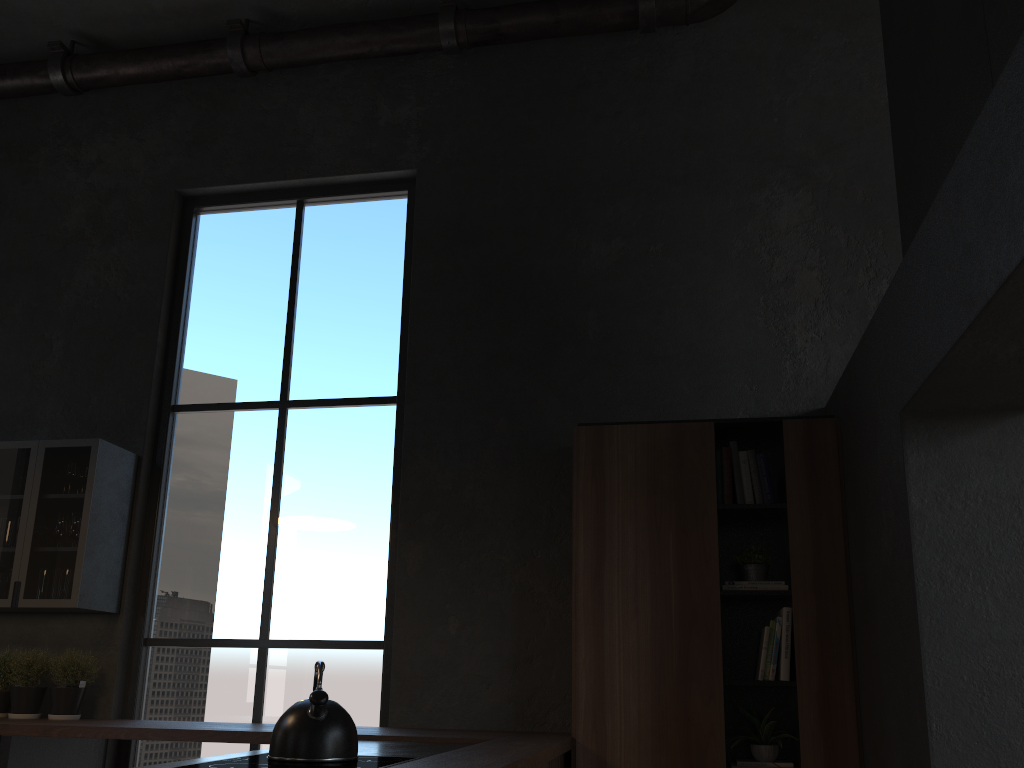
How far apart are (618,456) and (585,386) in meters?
0.6 m

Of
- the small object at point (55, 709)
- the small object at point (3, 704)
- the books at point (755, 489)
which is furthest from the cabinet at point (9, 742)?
the books at point (755, 489)

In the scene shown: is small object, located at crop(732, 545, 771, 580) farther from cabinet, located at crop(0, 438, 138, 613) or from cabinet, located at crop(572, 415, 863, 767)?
cabinet, located at crop(0, 438, 138, 613)

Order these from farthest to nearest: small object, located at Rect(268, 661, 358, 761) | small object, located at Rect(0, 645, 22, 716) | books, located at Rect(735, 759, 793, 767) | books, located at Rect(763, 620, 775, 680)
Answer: small object, located at Rect(0, 645, 22, 716)
books, located at Rect(763, 620, 775, 680)
books, located at Rect(735, 759, 793, 767)
small object, located at Rect(268, 661, 358, 761)

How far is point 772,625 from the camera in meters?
3.7 m

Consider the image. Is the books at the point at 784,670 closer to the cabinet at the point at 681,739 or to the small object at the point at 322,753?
the cabinet at the point at 681,739

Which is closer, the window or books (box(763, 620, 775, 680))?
books (box(763, 620, 775, 680))

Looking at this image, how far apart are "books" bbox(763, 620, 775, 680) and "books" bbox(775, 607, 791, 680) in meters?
0.1 m

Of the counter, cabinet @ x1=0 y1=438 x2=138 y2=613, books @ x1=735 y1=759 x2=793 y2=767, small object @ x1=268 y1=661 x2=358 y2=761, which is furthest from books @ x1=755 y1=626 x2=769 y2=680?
cabinet @ x1=0 y1=438 x2=138 y2=613

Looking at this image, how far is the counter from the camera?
2.52m
